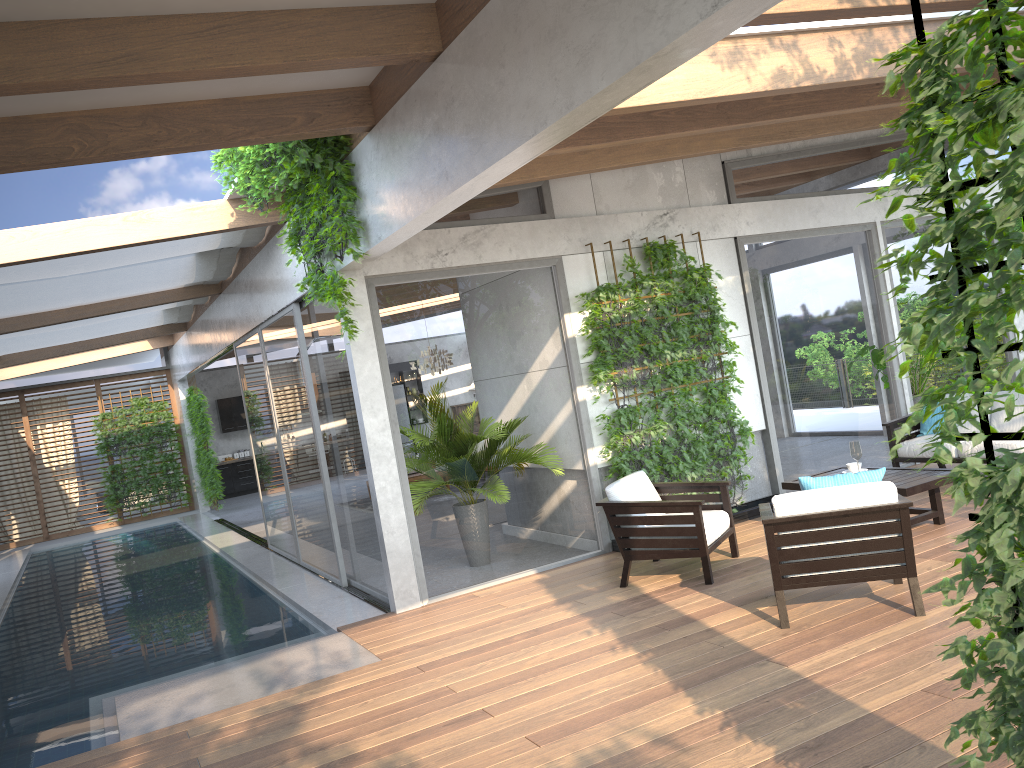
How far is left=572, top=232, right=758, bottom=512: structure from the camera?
7.8 meters

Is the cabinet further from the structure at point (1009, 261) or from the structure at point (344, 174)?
the structure at point (1009, 261)

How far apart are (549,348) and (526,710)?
3.8m

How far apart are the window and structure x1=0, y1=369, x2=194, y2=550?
0.2 meters

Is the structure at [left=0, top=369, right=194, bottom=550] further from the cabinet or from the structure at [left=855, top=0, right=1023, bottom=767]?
the structure at [left=855, top=0, right=1023, bottom=767]

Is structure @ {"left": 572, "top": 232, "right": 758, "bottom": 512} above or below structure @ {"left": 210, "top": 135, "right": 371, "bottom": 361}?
below

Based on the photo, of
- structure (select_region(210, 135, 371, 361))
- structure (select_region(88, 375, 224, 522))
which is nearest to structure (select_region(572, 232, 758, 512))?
structure (select_region(210, 135, 371, 361))

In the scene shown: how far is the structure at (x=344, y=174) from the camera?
6.0 meters

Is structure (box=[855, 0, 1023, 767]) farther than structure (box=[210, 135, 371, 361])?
No

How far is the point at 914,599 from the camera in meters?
4.9
